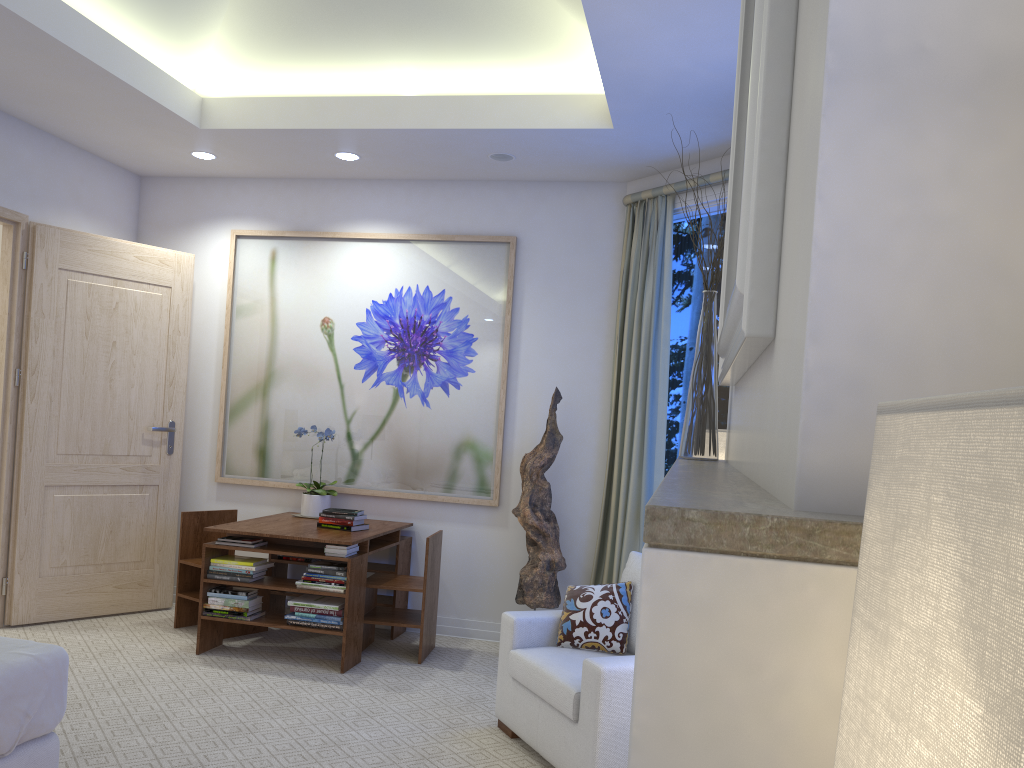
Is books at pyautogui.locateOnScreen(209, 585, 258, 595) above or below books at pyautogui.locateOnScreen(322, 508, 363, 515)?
below

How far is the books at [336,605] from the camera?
4.0m

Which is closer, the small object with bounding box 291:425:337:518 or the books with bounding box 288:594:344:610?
the books with bounding box 288:594:344:610

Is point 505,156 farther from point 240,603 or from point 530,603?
point 240,603

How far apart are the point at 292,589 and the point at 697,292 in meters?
2.4

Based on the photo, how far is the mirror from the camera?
0.87m

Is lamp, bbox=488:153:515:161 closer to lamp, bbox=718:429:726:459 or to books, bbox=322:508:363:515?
books, bbox=322:508:363:515

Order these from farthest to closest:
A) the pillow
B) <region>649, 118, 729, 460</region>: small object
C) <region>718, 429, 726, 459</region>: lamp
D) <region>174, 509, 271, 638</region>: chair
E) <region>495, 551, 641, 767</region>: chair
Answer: <region>174, 509, 271, 638</region>: chair
the pillow
<region>495, 551, 641, 767</region>: chair
<region>718, 429, 726, 459</region>: lamp
<region>649, 118, 729, 460</region>: small object

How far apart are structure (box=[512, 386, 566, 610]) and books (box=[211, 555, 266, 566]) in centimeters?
130cm

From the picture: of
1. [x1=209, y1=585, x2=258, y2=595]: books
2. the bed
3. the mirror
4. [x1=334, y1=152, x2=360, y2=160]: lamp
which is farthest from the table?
the mirror
